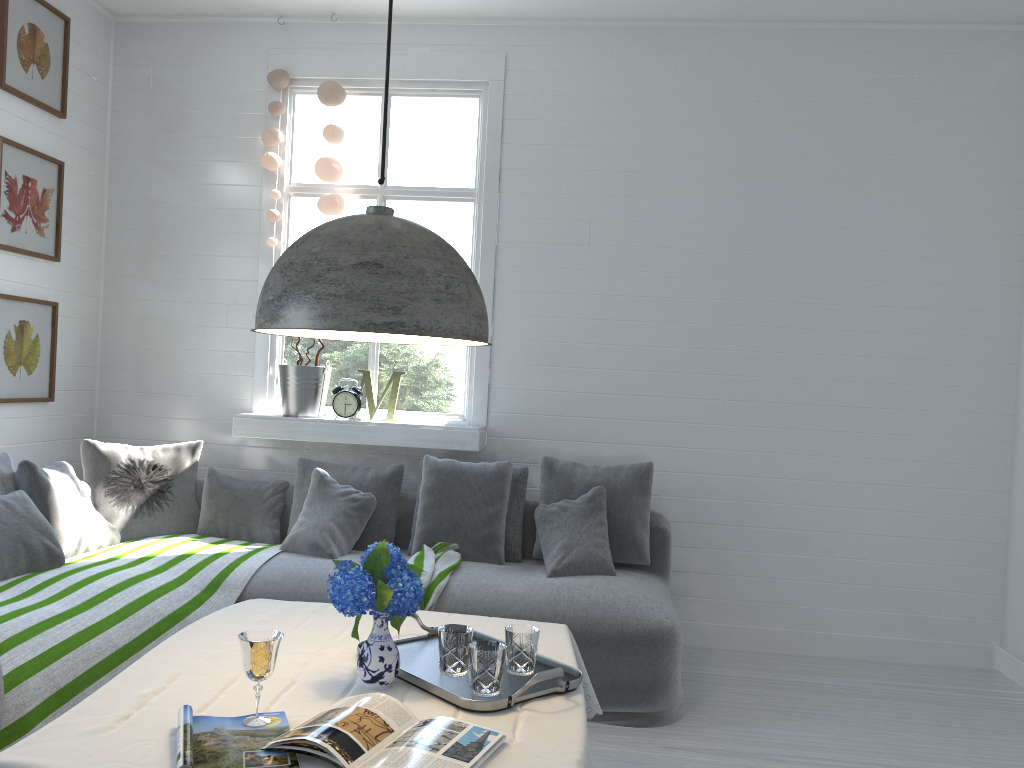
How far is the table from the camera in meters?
1.8 m

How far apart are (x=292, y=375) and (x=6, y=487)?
1.66m

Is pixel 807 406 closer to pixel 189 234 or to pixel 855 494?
pixel 855 494

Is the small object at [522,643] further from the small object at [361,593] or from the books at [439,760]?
the books at [439,760]

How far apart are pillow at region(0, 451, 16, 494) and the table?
1.78m

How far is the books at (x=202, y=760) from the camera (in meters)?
1.72

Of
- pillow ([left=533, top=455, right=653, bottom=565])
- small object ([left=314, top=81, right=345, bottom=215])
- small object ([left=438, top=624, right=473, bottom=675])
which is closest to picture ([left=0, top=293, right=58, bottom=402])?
small object ([left=314, top=81, right=345, bottom=215])

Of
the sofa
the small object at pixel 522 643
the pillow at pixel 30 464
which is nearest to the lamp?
Answer: the small object at pixel 522 643

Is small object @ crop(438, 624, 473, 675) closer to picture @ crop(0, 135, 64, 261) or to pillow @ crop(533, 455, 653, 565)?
pillow @ crop(533, 455, 653, 565)

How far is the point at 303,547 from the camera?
4.6m
